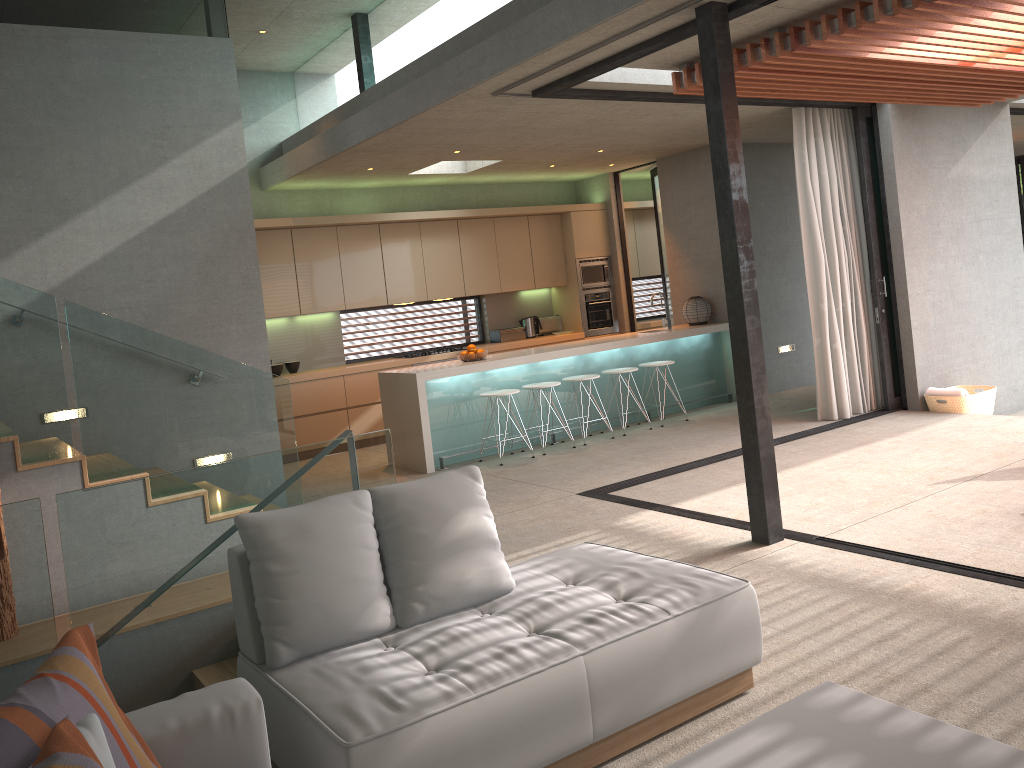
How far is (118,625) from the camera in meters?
3.3

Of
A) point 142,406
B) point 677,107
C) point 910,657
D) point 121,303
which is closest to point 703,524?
point 910,657

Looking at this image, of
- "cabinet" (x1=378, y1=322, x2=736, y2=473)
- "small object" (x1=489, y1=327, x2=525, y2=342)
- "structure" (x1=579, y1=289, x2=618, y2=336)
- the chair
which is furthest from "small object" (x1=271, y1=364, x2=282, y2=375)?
"structure" (x1=579, y1=289, x2=618, y2=336)

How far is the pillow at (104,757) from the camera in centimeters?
176cm

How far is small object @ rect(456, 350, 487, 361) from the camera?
8.47m

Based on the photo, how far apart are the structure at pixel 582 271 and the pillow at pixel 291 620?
8.5 meters

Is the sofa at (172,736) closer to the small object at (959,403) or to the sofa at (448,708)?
the sofa at (448,708)

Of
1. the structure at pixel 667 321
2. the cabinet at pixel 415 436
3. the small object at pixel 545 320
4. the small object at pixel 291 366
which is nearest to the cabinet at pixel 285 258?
the small object at pixel 545 320

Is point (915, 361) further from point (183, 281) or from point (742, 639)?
point (183, 281)

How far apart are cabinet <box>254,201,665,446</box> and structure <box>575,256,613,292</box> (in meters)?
0.09
